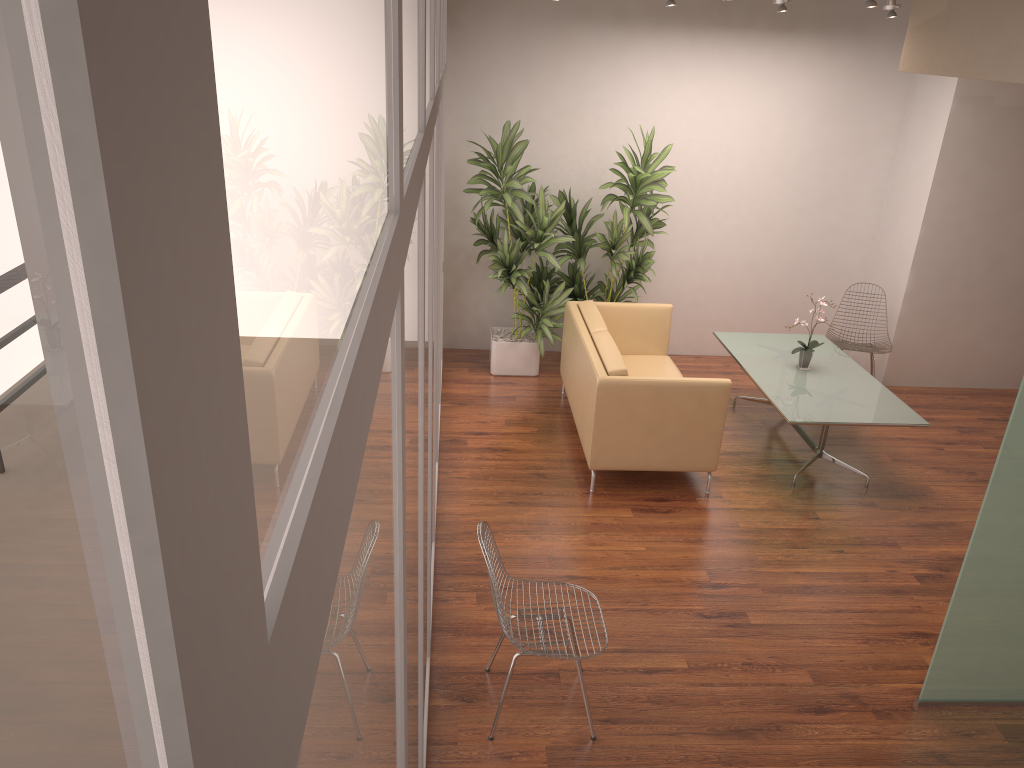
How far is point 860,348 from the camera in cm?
751

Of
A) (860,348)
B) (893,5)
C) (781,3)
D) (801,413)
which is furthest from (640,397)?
(893,5)

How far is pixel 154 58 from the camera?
0.21m

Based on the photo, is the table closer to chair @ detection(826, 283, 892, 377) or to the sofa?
chair @ detection(826, 283, 892, 377)

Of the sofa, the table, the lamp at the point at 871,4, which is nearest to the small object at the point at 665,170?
the sofa

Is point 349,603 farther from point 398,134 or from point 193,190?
point 398,134

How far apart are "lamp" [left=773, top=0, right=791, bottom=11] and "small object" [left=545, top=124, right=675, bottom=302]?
1.3 meters

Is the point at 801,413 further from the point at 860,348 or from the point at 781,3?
the point at 781,3

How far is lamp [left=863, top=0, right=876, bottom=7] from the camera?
5.19m

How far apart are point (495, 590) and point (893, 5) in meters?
5.6
